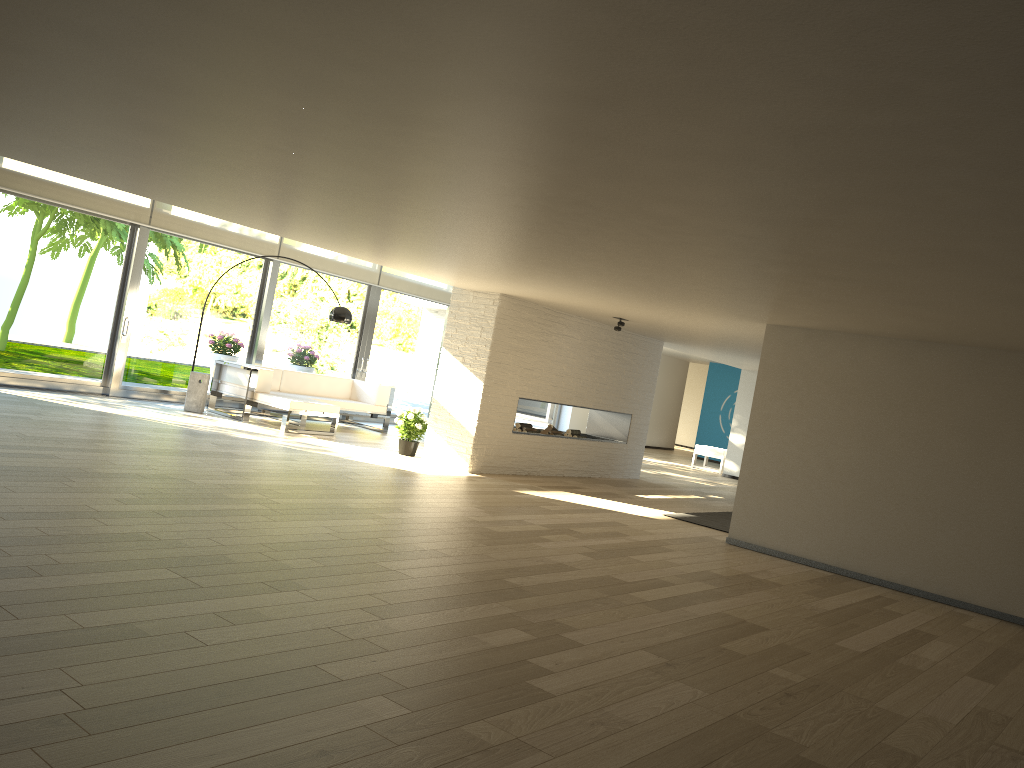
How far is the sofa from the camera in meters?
10.4 m

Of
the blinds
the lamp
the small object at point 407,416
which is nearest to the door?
the blinds

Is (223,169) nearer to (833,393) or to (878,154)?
(878,154)

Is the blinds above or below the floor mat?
above

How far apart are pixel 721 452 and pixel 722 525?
7.86m

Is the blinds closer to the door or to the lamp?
the door

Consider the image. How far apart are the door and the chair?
3.0 meters

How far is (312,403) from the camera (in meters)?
10.44

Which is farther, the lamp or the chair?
the chair

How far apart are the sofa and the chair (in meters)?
6.90
